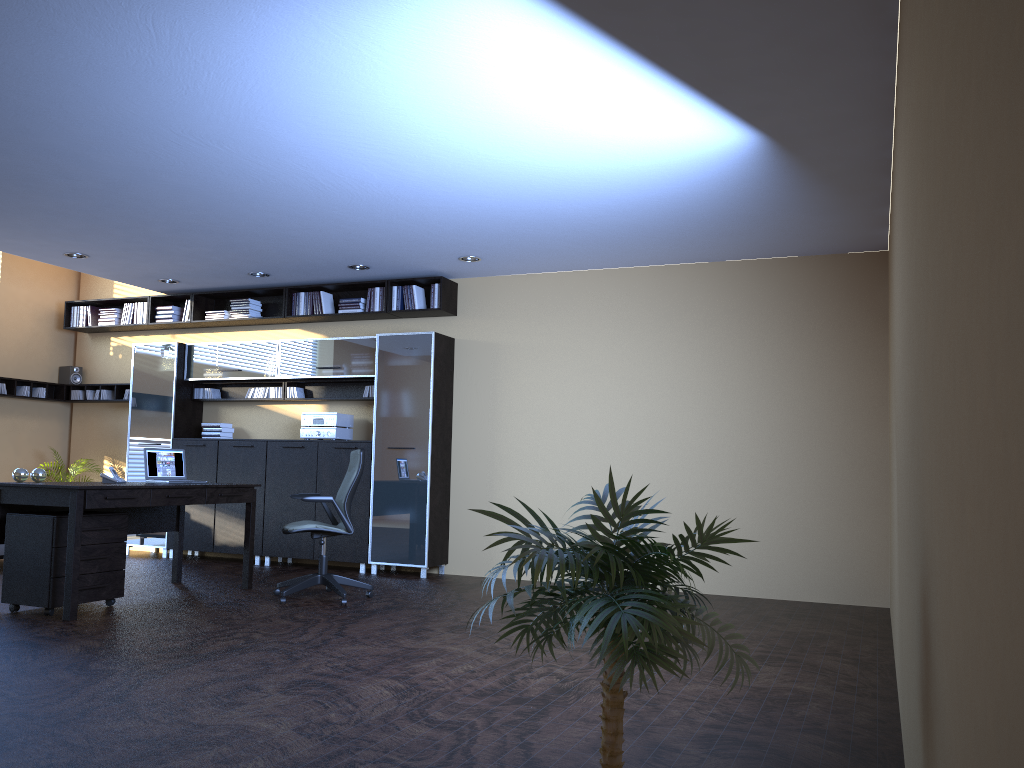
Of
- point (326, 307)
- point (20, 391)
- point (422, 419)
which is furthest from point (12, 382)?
point (422, 419)

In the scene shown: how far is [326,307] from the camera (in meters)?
9.46

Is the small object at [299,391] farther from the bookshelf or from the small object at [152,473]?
the small object at [152,473]

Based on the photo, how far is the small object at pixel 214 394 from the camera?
10.1 meters

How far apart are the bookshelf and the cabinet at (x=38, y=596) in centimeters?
340cm

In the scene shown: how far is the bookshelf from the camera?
9.0m

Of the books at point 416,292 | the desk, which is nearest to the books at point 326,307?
the books at point 416,292

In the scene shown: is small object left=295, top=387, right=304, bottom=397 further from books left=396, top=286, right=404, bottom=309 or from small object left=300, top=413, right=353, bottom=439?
books left=396, top=286, right=404, bottom=309

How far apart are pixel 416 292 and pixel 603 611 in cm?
734

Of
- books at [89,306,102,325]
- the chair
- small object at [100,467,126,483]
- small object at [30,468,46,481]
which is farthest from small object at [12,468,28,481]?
books at [89,306,102,325]
